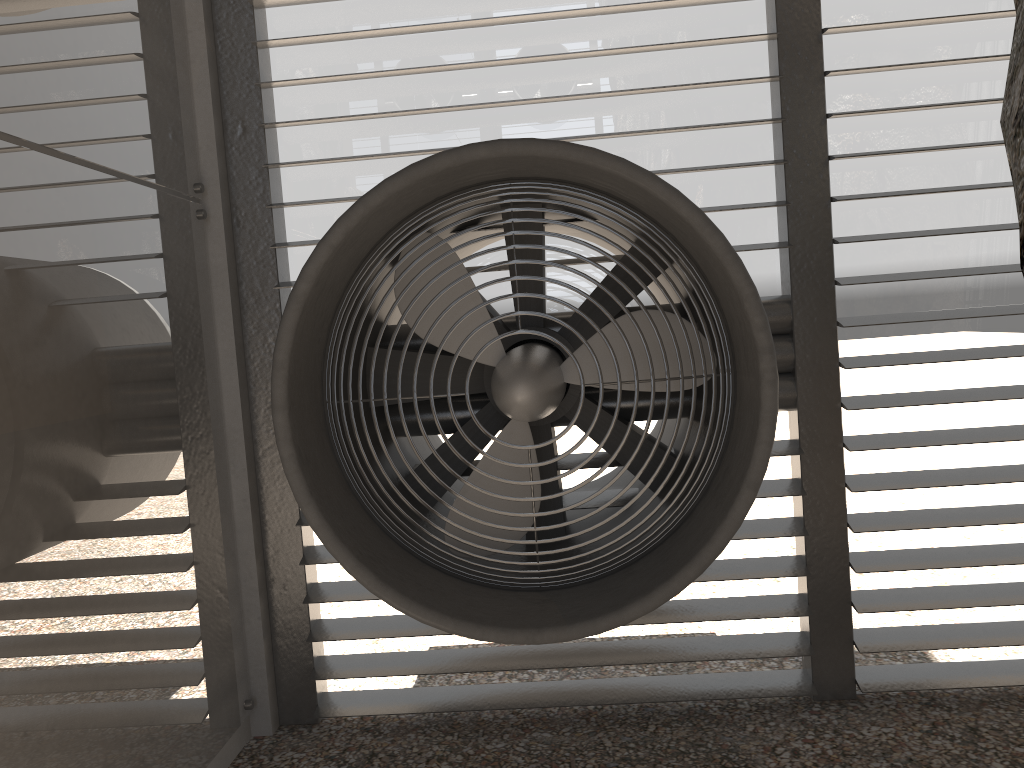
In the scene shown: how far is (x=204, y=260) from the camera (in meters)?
4.01

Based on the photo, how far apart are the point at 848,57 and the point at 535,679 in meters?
3.3
